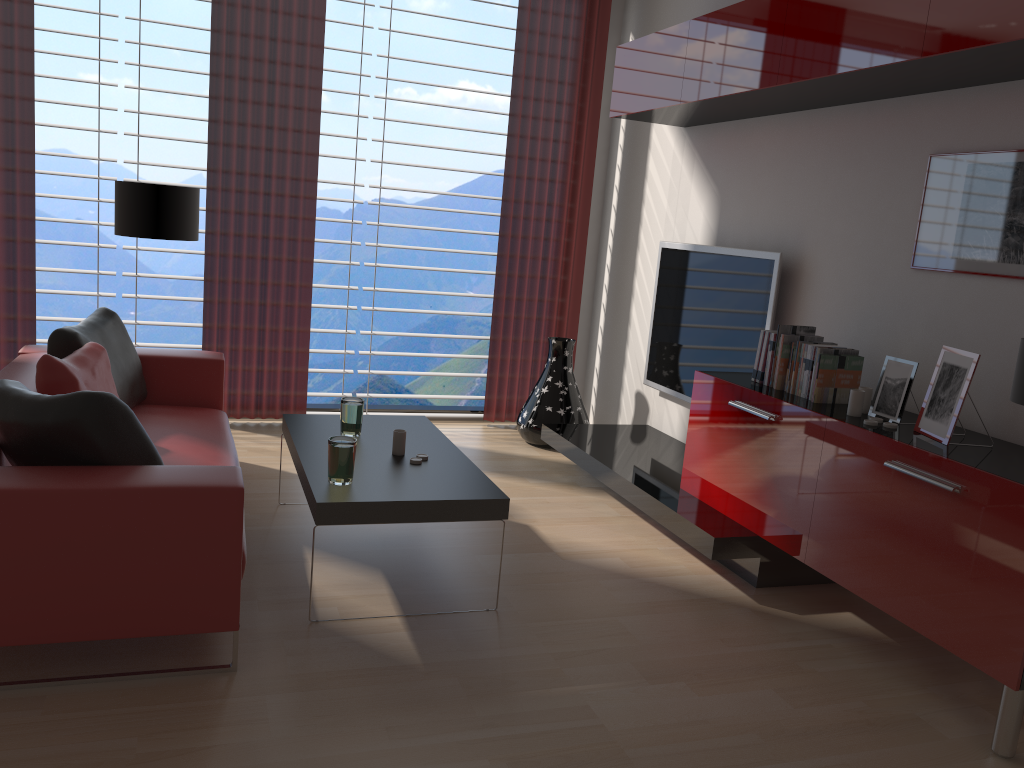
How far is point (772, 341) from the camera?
5.2m

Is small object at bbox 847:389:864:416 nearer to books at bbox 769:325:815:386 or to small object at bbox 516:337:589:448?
books at bbox 769:325:815:386

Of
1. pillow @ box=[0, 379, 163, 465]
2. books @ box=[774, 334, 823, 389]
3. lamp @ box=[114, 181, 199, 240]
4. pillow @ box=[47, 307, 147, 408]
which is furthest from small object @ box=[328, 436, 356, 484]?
lamp @ box=[114, 181, 199, 240]

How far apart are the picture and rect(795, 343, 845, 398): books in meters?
0.7

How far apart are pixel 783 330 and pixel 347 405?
2.6m

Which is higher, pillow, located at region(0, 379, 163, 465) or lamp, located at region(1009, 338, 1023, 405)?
lamp, located at region(1009, 338, 1023, 405)

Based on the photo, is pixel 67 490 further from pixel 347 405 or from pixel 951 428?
pixel 951 428

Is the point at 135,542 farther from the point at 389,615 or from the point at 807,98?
the point at 807,98

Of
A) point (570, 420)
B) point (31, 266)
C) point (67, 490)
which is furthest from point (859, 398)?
point (31, 266)

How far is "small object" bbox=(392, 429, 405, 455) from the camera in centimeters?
481cm
